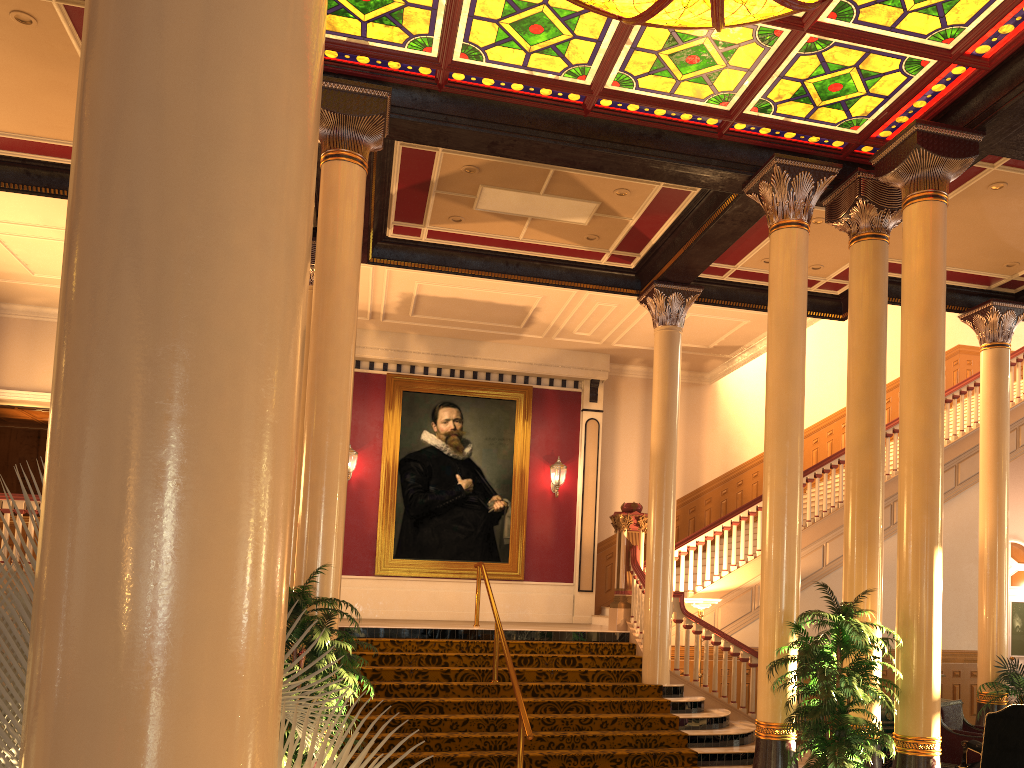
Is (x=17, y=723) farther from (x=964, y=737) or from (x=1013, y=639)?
(x=1013, y=639)

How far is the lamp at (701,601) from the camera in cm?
1086

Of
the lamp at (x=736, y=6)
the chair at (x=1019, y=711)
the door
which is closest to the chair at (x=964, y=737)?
the chair at (x=1019, y=711)

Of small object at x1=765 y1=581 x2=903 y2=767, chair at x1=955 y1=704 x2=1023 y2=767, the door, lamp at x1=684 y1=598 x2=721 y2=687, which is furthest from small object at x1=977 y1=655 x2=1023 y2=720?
the door

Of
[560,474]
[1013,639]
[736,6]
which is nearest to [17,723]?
[736,6]

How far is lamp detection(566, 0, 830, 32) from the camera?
Result: 5.86m

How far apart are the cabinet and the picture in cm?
670

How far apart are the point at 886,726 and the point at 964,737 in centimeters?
84cm

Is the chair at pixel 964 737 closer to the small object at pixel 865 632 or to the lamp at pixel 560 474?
the small object at pixel 865 632

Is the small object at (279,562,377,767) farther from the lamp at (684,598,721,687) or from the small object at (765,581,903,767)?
the lamp at (684,598,721,687)
